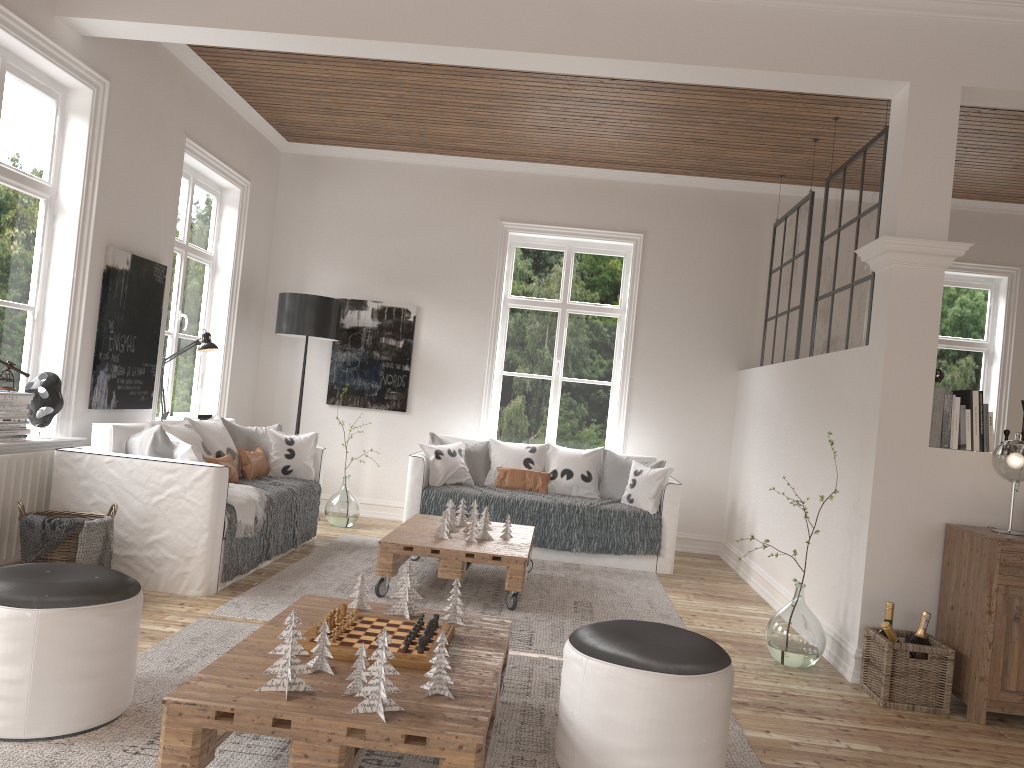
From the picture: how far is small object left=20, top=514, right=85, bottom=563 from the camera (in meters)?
3.82

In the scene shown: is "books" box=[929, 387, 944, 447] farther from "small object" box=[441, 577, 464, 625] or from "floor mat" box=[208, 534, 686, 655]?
"small object" box=[441, 577, 464, 625]

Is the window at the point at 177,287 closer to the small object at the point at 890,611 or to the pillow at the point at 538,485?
the pillow at the point at 538,485

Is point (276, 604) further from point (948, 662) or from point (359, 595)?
point (948, 662)

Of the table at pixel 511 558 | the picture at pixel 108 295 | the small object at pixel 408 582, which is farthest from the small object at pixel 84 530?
the small object at pixel 408 582

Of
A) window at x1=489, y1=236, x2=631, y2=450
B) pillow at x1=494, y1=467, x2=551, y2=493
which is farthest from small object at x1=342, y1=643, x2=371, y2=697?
window at x1=489, y1=236, x2=631, y2=450

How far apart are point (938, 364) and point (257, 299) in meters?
5.7

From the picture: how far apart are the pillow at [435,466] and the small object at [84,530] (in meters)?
2.66

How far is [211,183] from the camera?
6.7m

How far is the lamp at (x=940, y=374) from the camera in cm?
424
